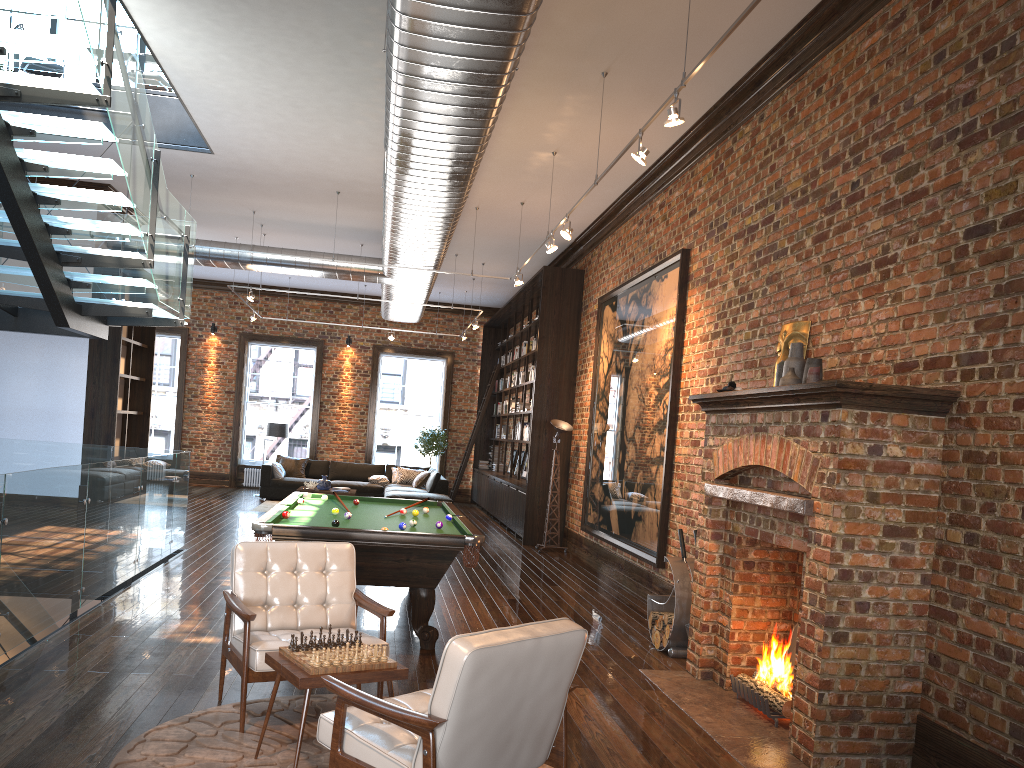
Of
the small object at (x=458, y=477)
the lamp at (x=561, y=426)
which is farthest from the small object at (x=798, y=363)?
the small object at (x=458, y=477)

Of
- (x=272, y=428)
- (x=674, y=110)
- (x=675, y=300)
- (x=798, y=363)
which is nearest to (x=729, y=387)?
(x=798, y=363)

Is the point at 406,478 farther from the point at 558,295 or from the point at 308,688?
the point at 308,688

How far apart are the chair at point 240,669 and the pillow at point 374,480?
12.41m

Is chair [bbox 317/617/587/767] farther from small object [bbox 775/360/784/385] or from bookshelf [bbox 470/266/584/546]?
bookshelf [bbox 470/266/584/546]

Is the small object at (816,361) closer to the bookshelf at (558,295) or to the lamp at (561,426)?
the lamp at (561,426)

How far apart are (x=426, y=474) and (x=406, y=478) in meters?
0.7

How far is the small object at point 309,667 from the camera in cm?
362

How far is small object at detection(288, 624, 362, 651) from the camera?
3.86m

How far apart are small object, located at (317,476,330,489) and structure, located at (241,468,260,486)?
4.2m
